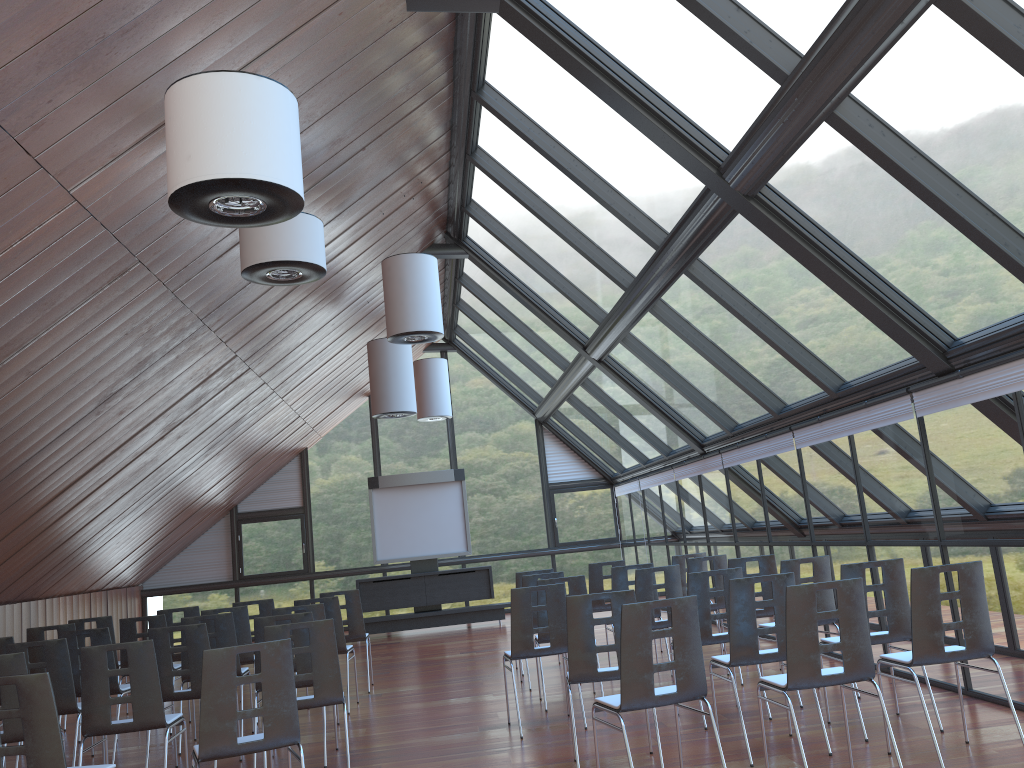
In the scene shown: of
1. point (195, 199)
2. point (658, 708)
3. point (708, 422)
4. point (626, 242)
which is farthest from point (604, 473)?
point (195, 199)

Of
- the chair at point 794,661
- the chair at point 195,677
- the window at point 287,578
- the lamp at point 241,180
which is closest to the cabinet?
the window at point 287,578

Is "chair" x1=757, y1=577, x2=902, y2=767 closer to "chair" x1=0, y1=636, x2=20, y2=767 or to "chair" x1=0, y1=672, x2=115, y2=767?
"chair" x1=0, y1=672, x2=115, y2=767

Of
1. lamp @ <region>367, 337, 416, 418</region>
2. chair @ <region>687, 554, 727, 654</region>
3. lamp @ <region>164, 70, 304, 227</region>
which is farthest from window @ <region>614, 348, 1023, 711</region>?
lamp @ <region>164, 70, 304, 227</region>

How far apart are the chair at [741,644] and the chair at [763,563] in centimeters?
244cm

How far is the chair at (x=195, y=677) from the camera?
7.0m

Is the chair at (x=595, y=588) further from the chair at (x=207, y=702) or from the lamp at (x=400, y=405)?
the chair at (x=207, y=702)

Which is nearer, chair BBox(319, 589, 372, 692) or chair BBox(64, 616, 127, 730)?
chair BBox(64, 616, 127, 730)

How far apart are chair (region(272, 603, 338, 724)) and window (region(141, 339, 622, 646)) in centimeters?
1106cm

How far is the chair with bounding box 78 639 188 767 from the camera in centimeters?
582cm
